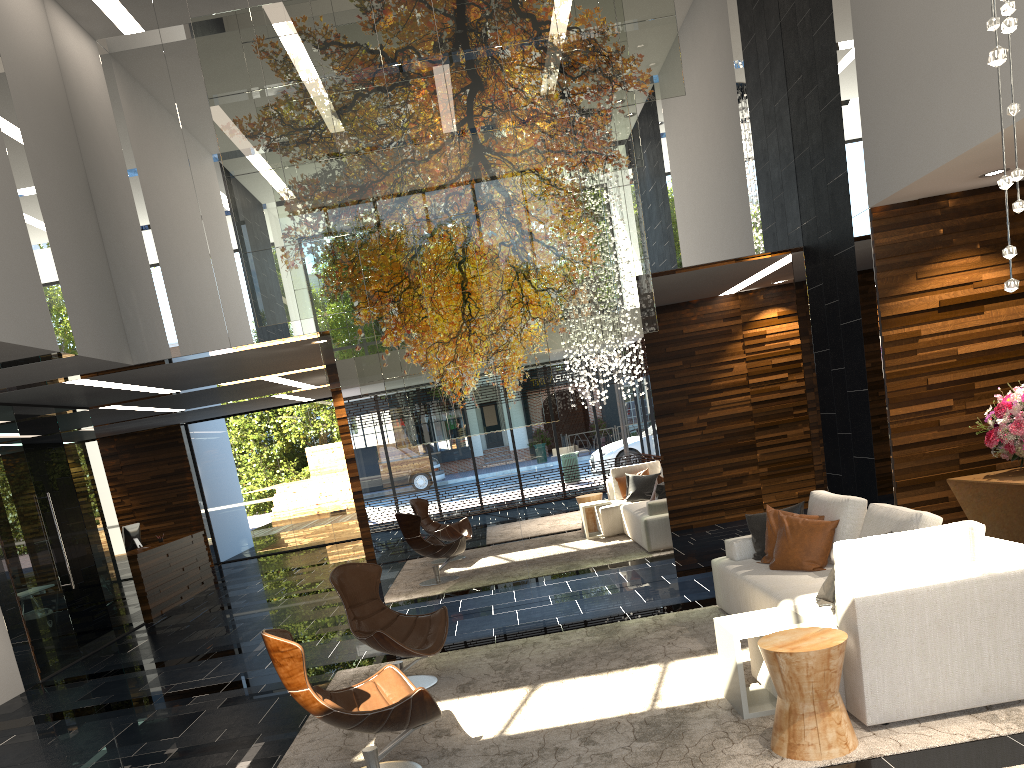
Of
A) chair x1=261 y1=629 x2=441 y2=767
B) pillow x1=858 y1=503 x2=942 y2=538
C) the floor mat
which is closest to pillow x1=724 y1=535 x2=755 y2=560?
the floor mat

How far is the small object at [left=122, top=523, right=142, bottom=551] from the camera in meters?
12.3 m

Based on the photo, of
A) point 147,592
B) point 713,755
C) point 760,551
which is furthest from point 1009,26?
point 147,592

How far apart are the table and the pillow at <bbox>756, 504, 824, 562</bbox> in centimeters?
143cm

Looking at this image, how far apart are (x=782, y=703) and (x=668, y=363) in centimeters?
757cm

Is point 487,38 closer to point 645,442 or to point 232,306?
point 232,306

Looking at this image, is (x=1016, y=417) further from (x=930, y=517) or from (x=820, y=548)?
(x=930, y=517)

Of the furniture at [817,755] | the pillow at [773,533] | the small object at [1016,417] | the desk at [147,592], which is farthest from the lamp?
the desk at [147,592]

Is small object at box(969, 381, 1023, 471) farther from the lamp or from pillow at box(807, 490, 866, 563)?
the lamp

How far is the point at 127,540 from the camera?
12.34m
